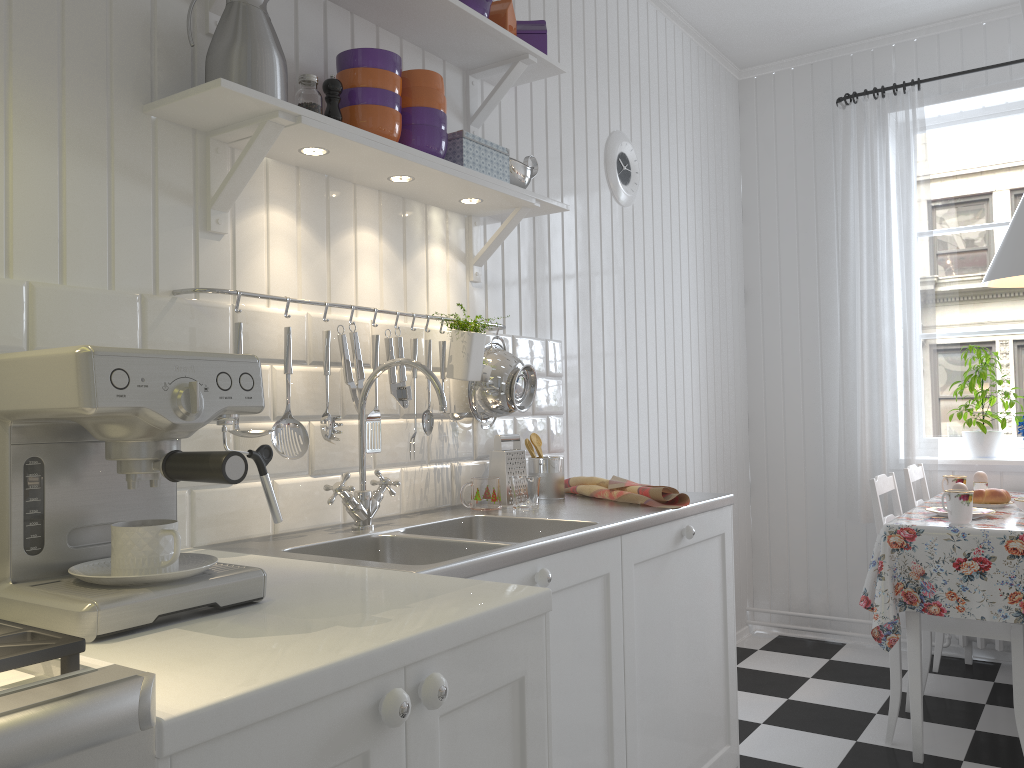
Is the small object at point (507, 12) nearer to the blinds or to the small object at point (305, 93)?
the small object at point (305, 93)

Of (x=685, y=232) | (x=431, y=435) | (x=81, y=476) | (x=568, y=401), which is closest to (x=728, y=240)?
(x=685, y=232)

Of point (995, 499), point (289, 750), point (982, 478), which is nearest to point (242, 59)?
point (289, 750)

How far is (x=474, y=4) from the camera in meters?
2.2

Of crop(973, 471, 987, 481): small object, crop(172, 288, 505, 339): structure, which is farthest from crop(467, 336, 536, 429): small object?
crop(973, 471, 987, 481): small object

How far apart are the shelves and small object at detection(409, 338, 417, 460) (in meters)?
0.37

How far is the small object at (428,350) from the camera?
2.10m

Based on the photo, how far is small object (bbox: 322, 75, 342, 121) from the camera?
1.8m

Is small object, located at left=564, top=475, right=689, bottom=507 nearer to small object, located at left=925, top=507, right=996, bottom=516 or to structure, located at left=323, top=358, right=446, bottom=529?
structure, located at left=323, top=358, right=446, bottom=529

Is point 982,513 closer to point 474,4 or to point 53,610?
point 474,4
